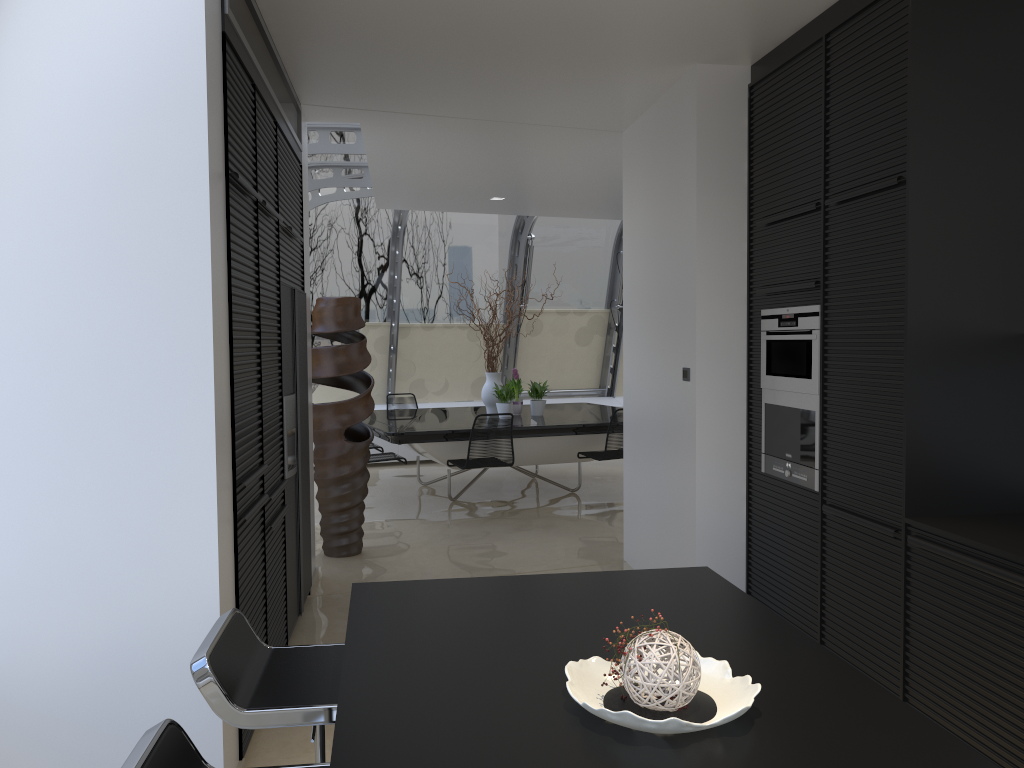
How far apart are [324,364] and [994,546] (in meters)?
4.39

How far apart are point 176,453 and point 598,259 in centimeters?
937cm

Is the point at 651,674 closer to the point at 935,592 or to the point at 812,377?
the point at 935,592

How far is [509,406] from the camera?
8.5 meters

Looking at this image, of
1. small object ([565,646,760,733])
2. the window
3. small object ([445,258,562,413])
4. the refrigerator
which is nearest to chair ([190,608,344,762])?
small object ([565,646,760,733])

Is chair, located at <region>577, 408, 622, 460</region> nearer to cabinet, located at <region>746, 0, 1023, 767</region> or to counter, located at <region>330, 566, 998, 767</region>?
cabinet, located at <region>746, 0, 1023, 767</region>

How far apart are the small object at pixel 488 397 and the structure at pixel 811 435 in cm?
459

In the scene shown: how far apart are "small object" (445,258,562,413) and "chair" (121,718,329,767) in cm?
721

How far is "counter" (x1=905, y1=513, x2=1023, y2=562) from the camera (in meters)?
2.76

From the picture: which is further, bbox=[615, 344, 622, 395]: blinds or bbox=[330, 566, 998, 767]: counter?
bbox=[615, 344, 622, 395]: blinds
